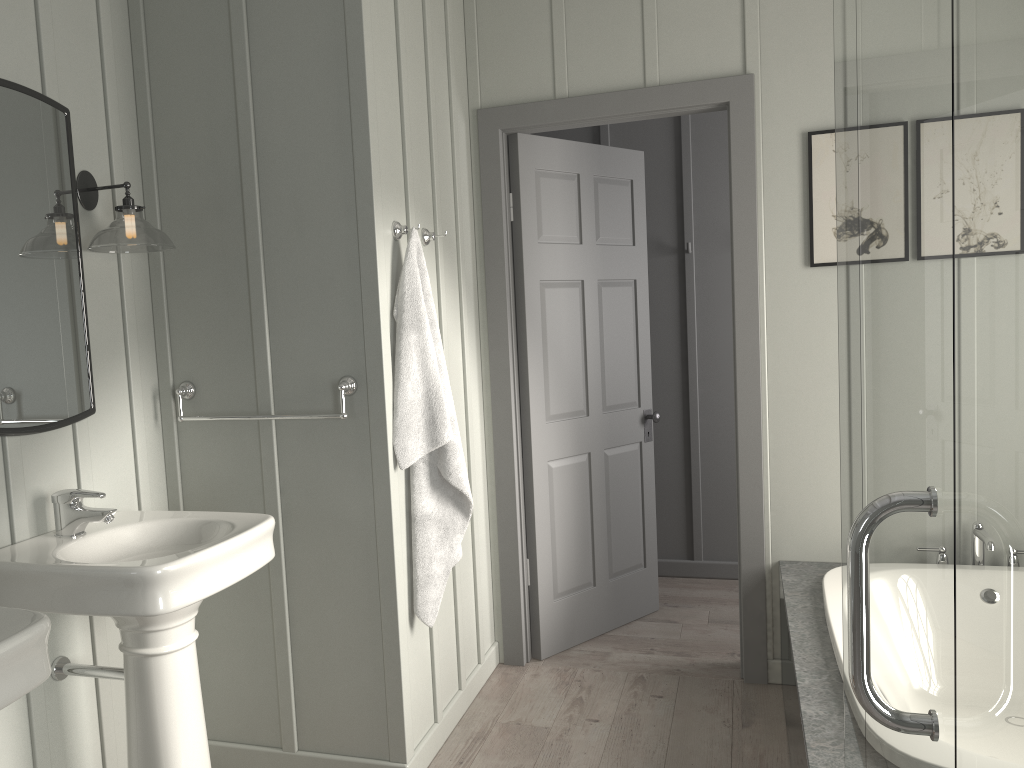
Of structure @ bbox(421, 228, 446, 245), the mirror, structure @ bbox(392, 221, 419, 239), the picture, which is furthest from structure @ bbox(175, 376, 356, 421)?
the picture

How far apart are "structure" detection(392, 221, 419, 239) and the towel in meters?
0.0 m

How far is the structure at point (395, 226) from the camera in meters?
2.6 m

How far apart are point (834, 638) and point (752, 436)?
1.0 meters

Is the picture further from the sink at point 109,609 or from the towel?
the sink at point 109,609

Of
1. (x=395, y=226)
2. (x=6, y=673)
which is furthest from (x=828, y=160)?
(x=6, y=673)

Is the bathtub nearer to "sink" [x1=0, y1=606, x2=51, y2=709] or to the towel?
the towel

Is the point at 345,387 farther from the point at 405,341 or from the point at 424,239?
the point at 424,239

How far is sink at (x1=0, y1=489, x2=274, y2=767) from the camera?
1.87m

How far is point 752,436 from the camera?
3.2 meters
